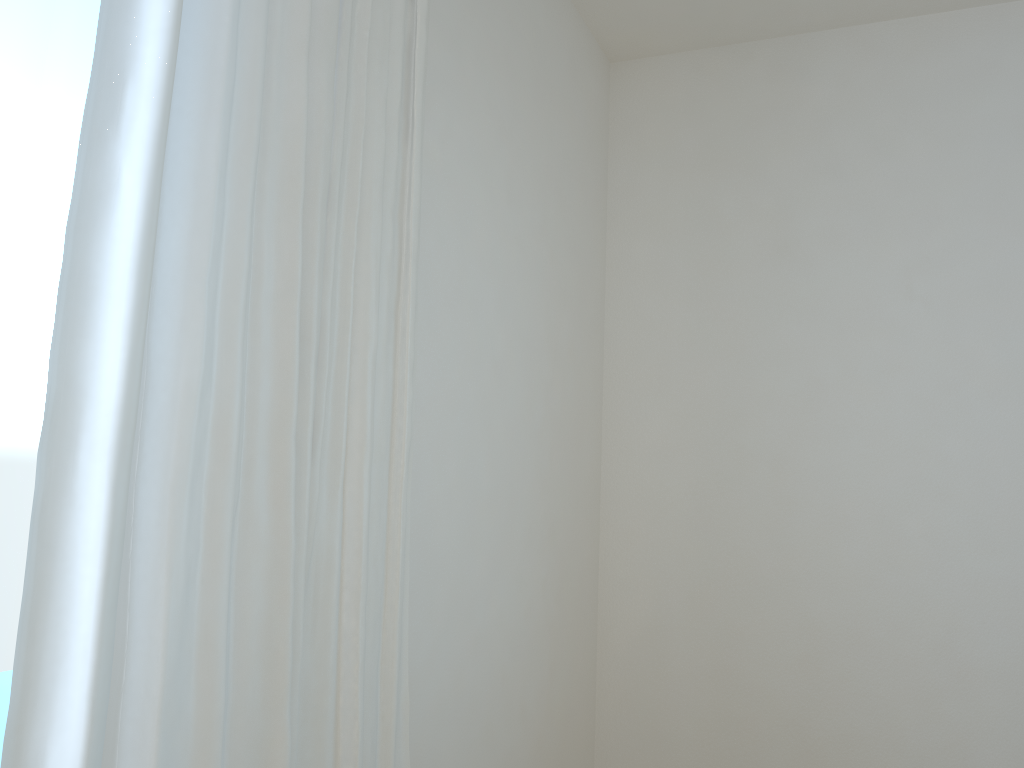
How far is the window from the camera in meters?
1.0

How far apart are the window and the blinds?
0.1m

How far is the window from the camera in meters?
1.0 m

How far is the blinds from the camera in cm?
97

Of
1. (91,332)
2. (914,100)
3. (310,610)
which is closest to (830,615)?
(914,100)

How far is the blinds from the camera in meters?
1.0 m

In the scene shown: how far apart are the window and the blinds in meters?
0.1
